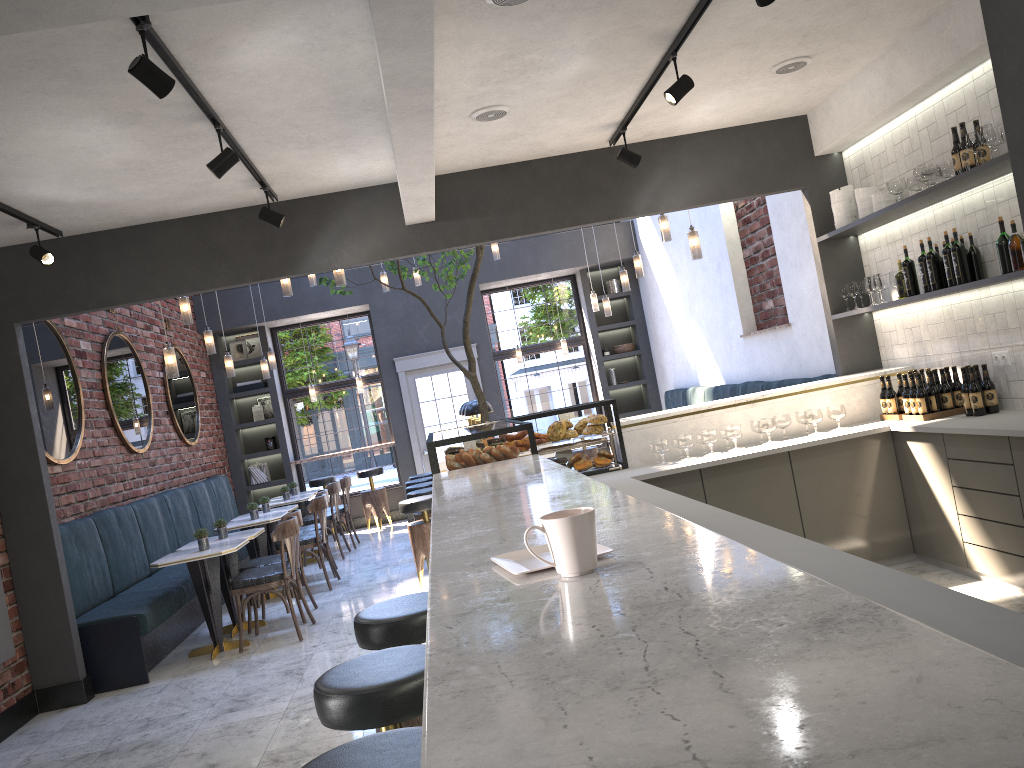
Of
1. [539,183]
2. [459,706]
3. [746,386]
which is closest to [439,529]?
[459,706]

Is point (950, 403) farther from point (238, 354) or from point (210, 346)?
point (238, 354)

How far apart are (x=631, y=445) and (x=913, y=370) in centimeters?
186cm

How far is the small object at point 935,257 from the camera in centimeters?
511cm

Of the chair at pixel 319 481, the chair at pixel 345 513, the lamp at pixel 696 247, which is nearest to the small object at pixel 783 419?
the lamp at pixel 696 247

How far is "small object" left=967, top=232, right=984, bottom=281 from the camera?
4.9m

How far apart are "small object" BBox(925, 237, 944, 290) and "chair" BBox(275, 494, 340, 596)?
5.46m

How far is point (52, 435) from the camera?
6.6m

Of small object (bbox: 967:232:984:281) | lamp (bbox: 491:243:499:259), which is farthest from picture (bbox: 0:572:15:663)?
lamp (bbox: 491:243:499:259)

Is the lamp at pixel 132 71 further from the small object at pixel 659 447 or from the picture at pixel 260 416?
the picture at pixel 260 416
